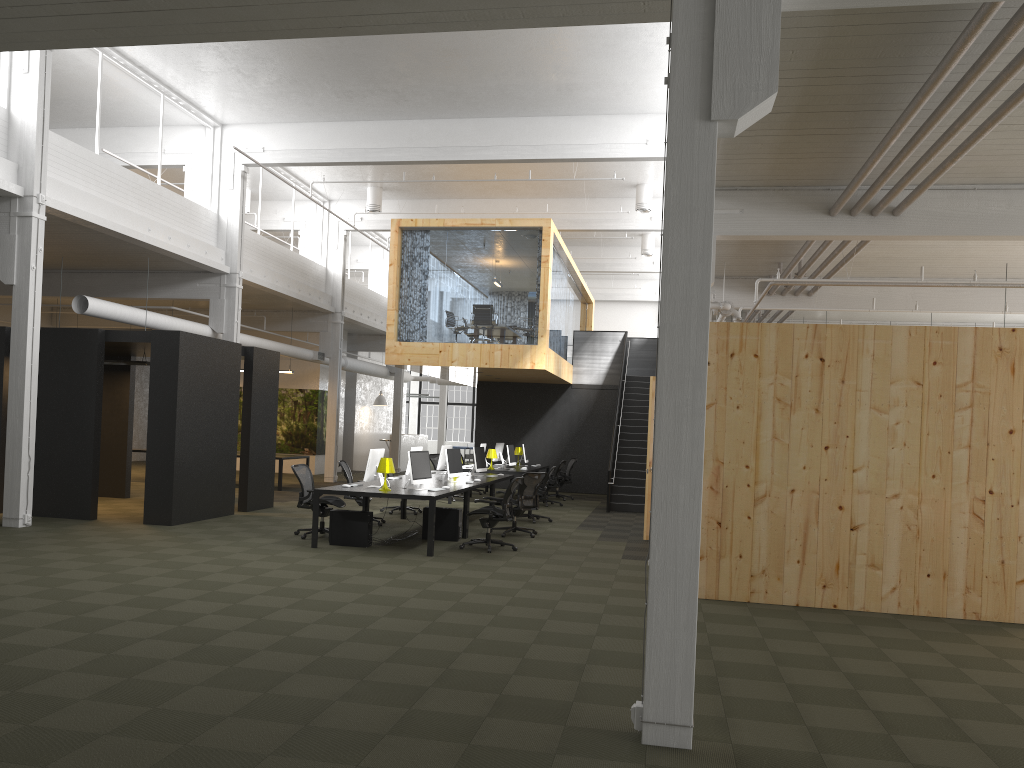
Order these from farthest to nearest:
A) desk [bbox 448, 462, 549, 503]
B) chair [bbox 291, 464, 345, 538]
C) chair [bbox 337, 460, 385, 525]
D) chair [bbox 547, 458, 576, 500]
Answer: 1. chair [bbox 547, 458, 576, 500]
2. desk [bbox 448, 462, 549, 503]
3. chair [bbox 337, 460, 385, 525]
4. chair [bbox 291, 464, 345, 538]

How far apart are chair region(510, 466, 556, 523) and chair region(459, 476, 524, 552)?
3.4m

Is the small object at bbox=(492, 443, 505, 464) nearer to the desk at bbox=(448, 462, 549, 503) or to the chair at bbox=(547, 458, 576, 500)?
the desk at bbox=(448, 462, 549, 503)

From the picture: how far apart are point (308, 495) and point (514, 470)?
7.13m

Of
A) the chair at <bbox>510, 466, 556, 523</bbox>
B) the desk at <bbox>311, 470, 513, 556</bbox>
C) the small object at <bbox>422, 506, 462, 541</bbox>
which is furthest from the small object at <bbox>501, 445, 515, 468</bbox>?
the small object at <bbox>422, 506, 462, 541</bbox>

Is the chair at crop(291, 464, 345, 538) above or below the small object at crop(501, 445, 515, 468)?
below

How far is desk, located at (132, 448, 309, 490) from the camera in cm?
1985

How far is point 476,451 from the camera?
15.8m

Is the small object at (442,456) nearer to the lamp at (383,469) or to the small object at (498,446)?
the lamp at (383,469)

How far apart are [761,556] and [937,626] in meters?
1.7
